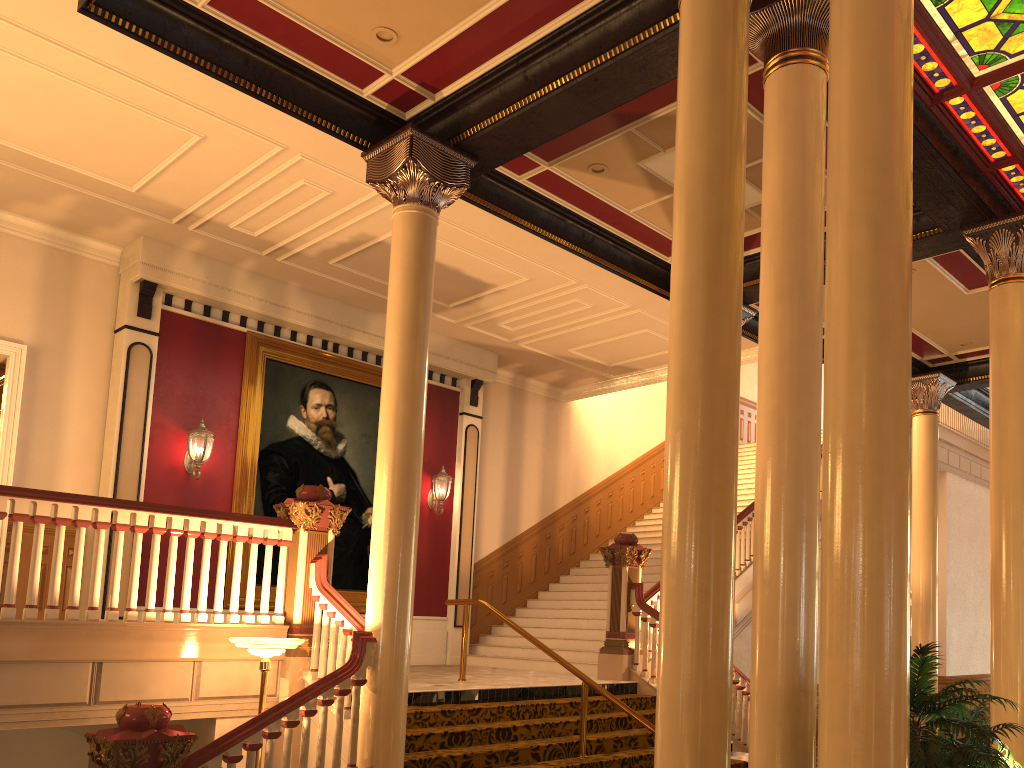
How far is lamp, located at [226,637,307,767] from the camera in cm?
614

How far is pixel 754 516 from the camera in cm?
466

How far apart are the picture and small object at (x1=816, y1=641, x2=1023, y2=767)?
8.4m

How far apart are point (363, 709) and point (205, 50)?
4.9 meters

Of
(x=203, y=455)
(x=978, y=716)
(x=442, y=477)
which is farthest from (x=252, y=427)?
(x=978, y=716)

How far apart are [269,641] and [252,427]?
5.42m

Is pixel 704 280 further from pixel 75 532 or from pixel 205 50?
pixel 75 532

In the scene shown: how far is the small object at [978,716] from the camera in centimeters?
1047cm

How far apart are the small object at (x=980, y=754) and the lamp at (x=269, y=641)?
4.1 meters

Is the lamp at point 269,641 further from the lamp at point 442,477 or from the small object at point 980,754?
the lamp at point 442,477
